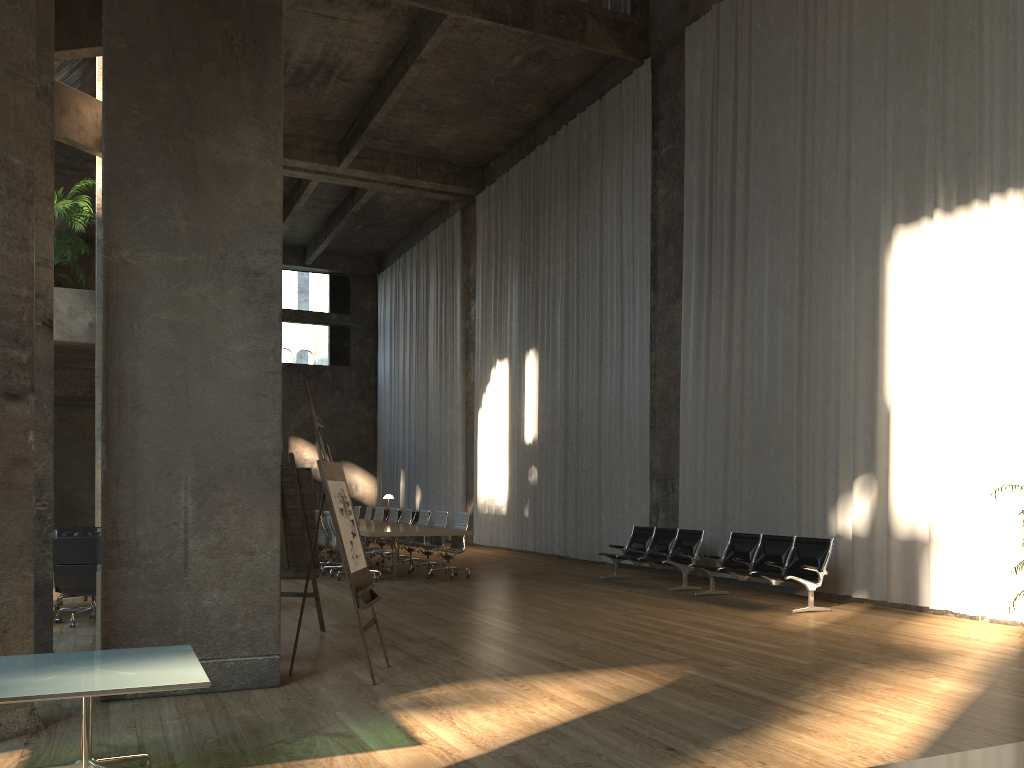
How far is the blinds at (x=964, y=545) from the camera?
9.23m

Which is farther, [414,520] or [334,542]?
[414,520]

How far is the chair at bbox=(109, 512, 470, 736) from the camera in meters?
13.4 m

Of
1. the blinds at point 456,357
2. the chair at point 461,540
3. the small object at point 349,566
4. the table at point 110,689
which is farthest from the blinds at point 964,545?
the blinds at point 456,357

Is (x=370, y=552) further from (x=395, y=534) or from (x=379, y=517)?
(x=379, y=517)

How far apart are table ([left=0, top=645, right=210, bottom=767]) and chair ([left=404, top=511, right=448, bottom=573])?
10.10m

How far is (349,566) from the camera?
5.93m

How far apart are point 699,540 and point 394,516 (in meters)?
6.77

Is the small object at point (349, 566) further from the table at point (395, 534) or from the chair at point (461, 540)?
the chair at point (461, 540)

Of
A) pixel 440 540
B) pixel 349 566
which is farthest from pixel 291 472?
pixel 440 540
